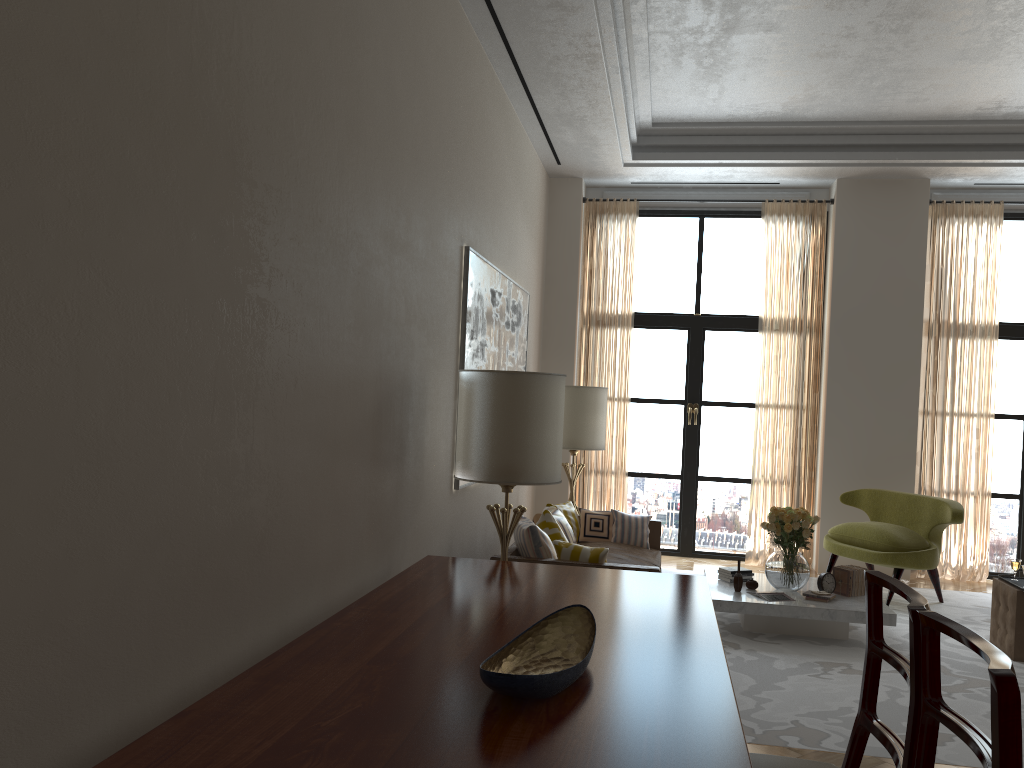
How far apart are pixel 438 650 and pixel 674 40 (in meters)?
6.72

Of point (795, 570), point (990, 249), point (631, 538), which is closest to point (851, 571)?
point (795, 570)

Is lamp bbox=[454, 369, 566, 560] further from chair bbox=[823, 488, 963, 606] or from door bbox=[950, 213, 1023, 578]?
door bbox=[950, 213, 1023, 578]

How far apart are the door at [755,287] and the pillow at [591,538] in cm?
288

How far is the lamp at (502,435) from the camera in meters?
5.9

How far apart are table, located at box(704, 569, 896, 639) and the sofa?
0.5m

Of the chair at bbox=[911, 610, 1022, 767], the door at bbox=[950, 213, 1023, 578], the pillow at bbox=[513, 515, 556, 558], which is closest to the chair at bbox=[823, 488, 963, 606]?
the door at bbox=[950, 213, 1023, 578]

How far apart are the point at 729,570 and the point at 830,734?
3.1m

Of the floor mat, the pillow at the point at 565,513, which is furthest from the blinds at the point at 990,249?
the pillow at the point at 565,513

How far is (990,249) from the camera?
11.1m
